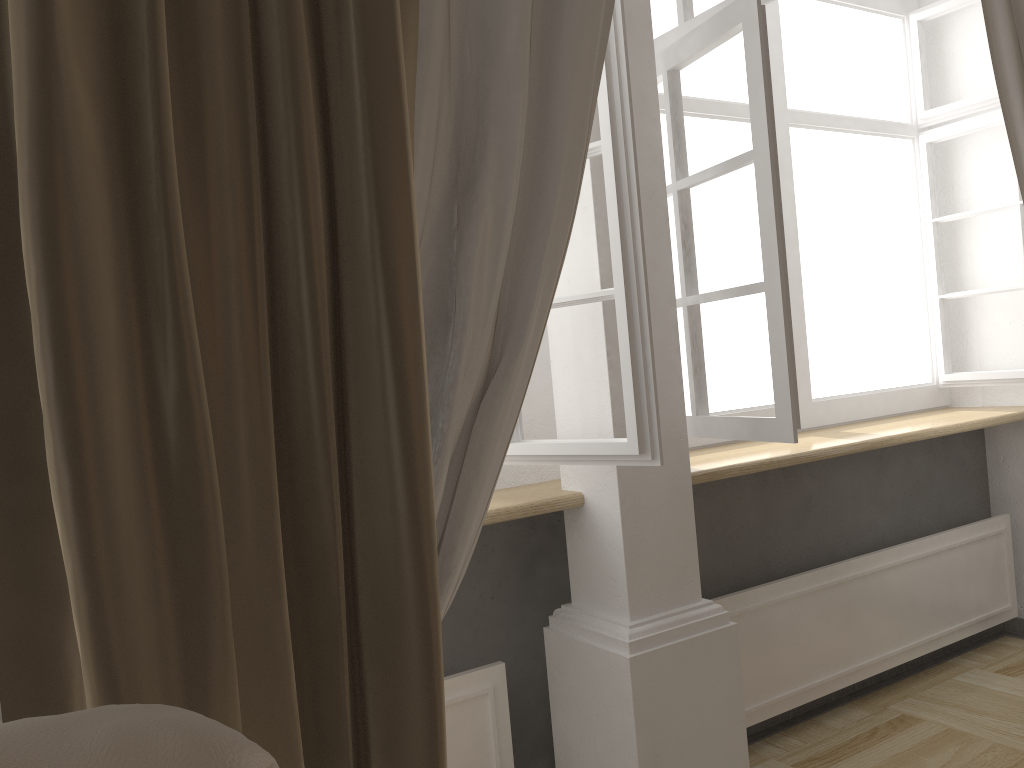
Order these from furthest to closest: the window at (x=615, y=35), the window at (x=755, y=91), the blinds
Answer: the window at (x=755, y=91) < the window at (x=615, y=35) < the blinds

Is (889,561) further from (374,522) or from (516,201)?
(374,522)

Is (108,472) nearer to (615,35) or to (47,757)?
(47,757)

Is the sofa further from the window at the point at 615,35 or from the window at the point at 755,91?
the window at the point at 755,91

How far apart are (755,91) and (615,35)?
0.37m

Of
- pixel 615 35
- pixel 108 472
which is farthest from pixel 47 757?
pixel 615 35

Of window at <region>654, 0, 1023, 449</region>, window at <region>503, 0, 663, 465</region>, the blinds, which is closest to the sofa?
the blinds

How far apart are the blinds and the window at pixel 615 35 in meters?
0.2

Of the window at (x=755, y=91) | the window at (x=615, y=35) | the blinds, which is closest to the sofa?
the blinds

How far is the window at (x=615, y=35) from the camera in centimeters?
159cm
